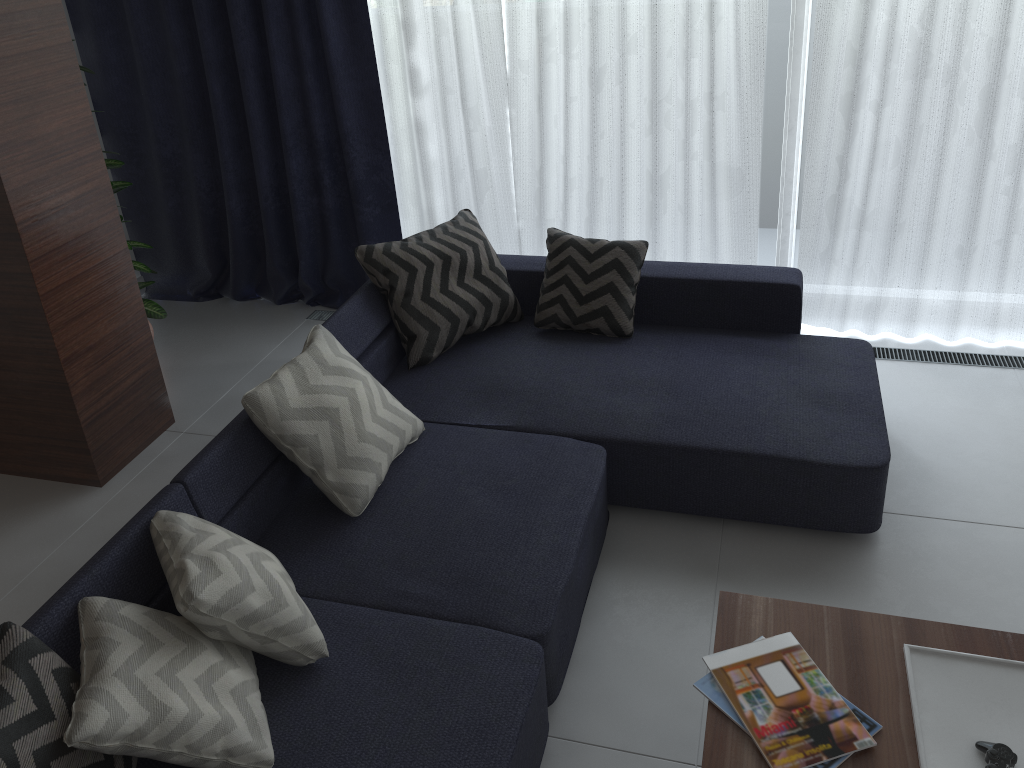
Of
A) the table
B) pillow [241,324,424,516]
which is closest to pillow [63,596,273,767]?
pillow [241,324,424,516]

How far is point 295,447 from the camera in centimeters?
248cm

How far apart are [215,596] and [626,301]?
1.96m

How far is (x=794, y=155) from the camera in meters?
3.8

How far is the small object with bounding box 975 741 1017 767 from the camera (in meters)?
1.69

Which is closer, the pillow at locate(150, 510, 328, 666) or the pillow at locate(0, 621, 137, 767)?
the pillow at locate(0, 621, 137, 767)

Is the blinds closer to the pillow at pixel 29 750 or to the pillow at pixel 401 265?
the pillow at pixel 401 265

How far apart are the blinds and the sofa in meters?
0.5 m

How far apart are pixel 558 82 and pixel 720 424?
1.8 meters

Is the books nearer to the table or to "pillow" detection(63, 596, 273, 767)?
the table
